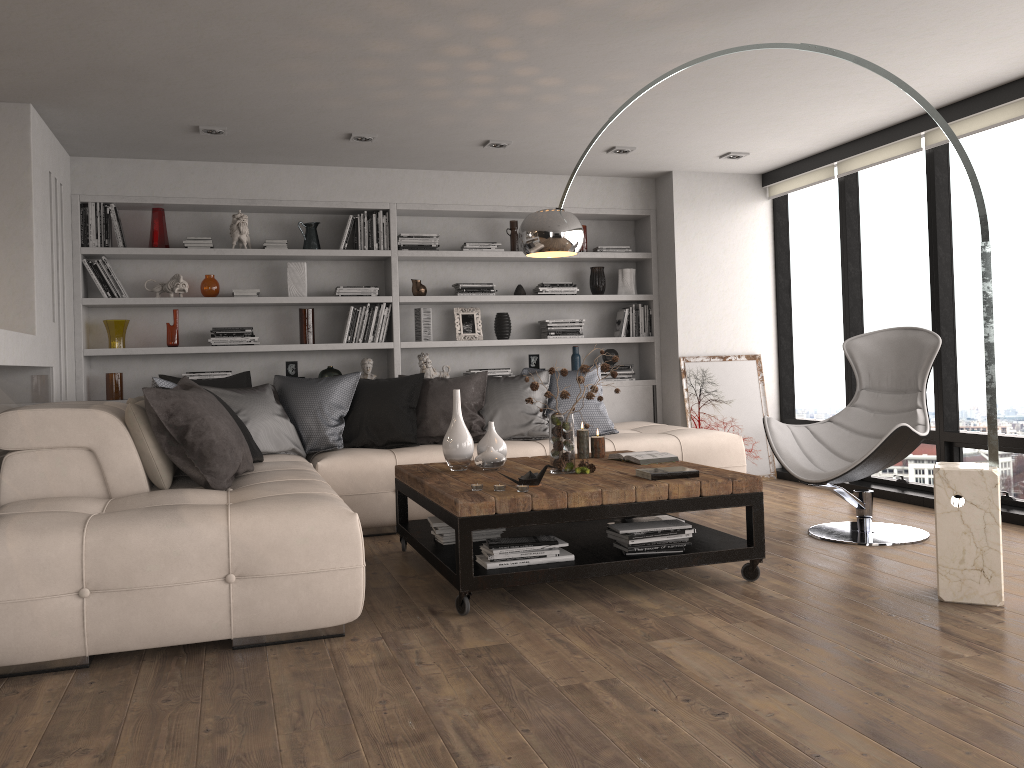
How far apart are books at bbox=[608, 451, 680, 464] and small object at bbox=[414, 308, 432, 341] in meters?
2.6

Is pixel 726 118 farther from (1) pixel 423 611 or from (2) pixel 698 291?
(1) pixel 423 611

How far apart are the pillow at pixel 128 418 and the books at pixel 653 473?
2.1 meters

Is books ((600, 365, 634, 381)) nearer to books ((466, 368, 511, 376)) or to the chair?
books ((466, 368, 511, 376))

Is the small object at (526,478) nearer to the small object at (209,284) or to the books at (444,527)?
the books at (444,527)

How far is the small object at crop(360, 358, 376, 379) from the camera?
6.5m

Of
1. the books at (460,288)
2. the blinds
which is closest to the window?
the blinds

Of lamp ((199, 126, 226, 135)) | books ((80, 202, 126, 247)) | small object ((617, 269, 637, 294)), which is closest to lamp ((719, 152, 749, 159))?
small object ((617, 269, 637, 294))

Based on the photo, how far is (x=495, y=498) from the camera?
3.5 meters

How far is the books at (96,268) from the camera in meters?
6.0 m
